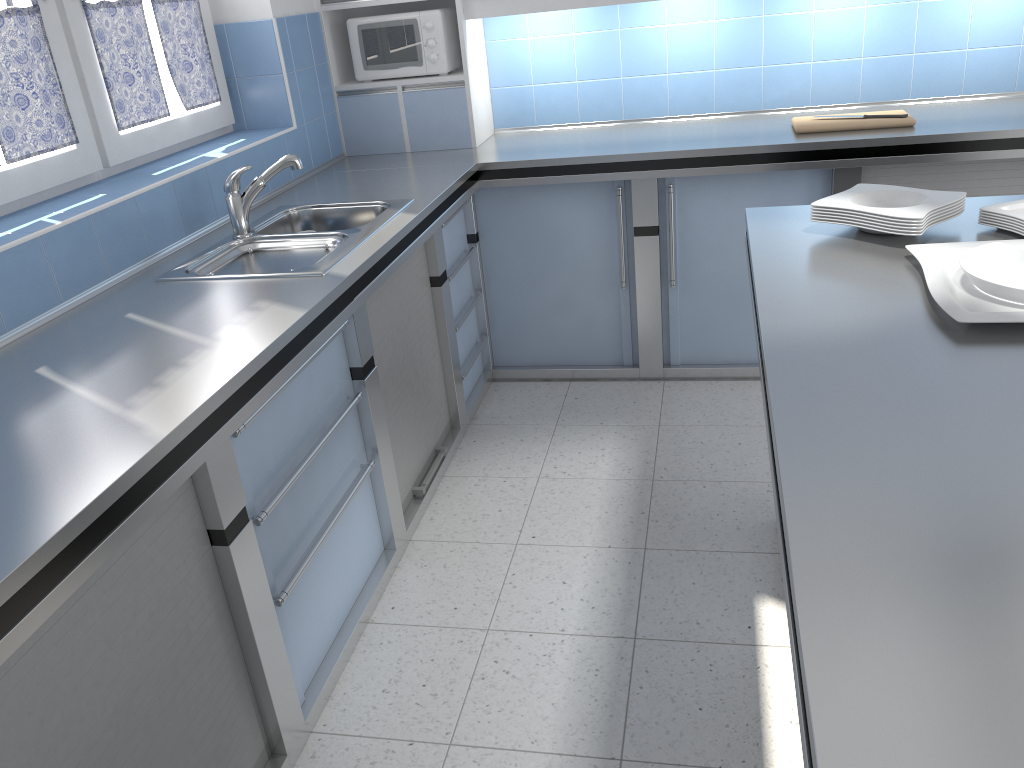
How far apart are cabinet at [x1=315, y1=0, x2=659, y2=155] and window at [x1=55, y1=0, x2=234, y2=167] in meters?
0.6 m

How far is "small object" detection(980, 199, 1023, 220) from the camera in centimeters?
203cm

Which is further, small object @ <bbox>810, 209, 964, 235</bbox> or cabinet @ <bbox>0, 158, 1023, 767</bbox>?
small object @ <bbox>810, 209, 964, 235</bbox>

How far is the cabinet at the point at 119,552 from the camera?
1.5 meters

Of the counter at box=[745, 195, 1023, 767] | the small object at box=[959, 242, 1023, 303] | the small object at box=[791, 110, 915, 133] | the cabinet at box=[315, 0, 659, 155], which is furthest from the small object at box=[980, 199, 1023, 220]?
the cabinet at box=[315, 0, 659, 155]

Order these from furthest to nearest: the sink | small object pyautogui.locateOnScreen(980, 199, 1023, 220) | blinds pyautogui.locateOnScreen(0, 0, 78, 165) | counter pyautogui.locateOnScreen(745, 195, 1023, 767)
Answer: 1. the sink
2. blinds pyautogui.locateOnScreen(0, 0, 78, 165)
3. small object pyautogui.locateOnScreen(980, 199, 1023, 220)
4. counter pyautogui.locateOnScreen(745, 195, 1023, 767)

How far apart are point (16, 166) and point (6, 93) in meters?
0.2

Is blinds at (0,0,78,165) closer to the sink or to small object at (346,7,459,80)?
the sink

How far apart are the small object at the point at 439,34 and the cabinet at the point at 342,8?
0.03m

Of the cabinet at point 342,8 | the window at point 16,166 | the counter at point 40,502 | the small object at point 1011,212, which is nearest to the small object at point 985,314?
the small object at point 1011,212
